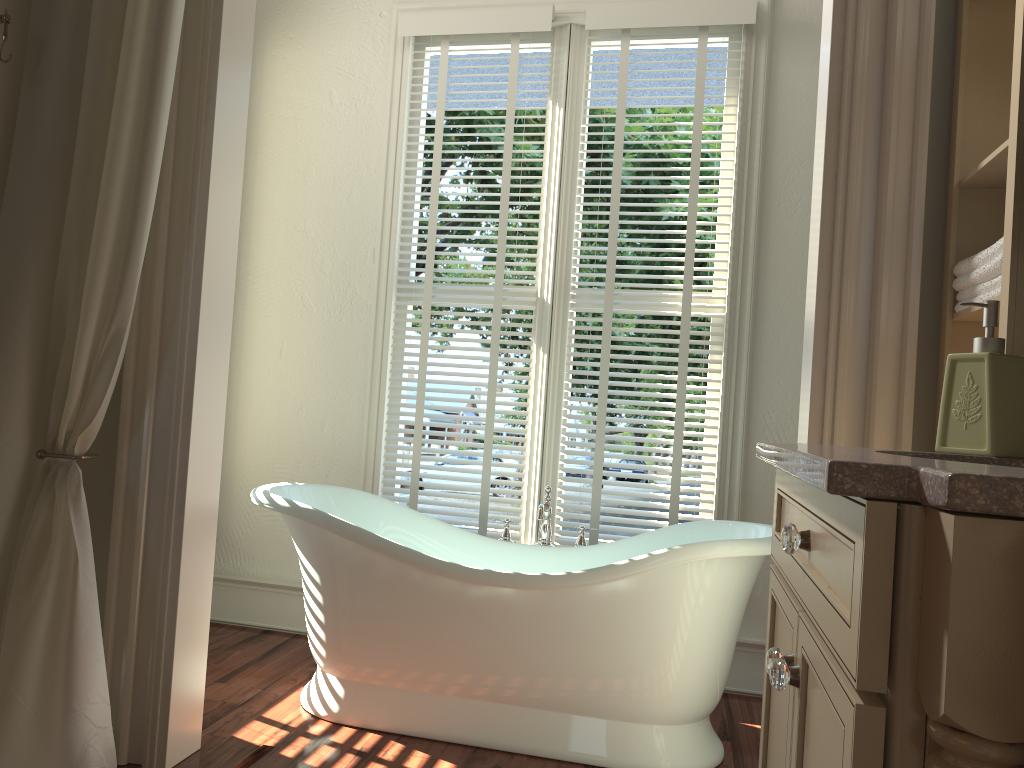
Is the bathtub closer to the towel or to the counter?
the towel

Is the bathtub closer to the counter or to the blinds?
the blinds

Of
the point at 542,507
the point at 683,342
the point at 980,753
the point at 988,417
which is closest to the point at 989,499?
the point at 980,753

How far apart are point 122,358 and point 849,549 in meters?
1.7

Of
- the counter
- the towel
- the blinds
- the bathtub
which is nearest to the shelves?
the towel

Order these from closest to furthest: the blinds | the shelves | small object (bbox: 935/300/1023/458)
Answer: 1. small object (bbox: 935/300/1023/458)
2. the shelves
3. the blinds

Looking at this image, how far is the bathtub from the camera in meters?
2.4

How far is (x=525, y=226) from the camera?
17.17m

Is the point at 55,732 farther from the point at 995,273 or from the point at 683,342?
the point at 683,342

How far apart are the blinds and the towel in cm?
140
